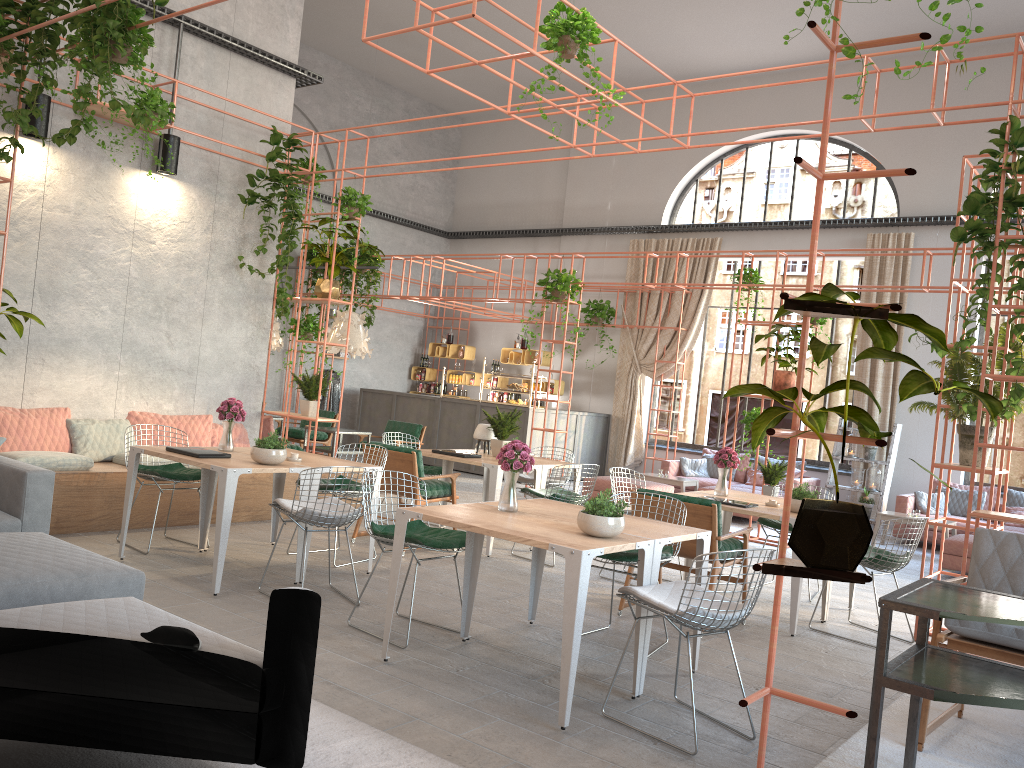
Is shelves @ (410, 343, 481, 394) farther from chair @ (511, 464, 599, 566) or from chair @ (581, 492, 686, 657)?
chair @ (581, 492, 686, 657)

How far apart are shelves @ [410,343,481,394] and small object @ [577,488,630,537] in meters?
13.3

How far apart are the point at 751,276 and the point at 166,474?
7.43m

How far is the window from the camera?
14.3m

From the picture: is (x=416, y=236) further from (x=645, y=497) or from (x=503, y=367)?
(x=645, y=497)

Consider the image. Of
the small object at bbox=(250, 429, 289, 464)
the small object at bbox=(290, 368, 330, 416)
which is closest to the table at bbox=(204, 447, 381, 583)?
the small object at bbox=(250, 429, 289, 464)

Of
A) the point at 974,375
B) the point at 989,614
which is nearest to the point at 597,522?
the point at 989,614

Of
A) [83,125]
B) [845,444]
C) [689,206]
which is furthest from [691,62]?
[689,206]

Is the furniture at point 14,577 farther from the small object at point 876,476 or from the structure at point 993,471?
the small object at point 876,476

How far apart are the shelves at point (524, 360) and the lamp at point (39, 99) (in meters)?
10.38
